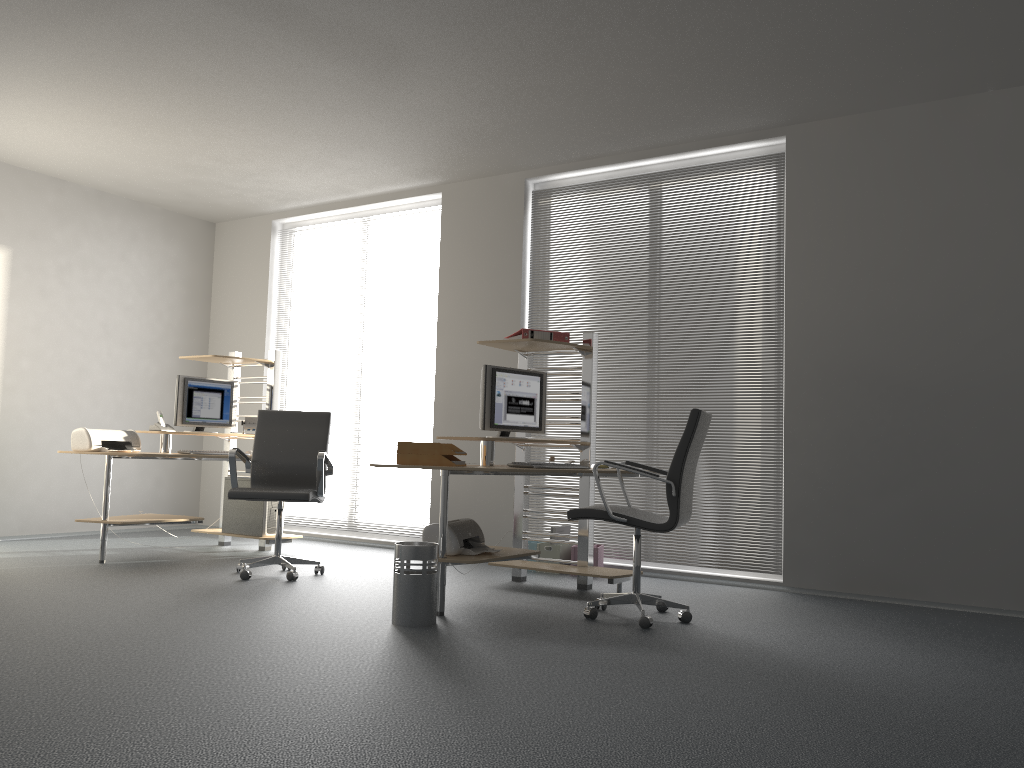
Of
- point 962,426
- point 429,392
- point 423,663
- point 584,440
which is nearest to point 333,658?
point 423,663

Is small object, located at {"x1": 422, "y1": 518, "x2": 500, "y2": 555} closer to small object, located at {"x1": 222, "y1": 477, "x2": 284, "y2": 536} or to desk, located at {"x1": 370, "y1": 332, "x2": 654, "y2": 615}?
desk, located at {"x1": 370, "y1": 332, "x2": 654, "y2": 615}

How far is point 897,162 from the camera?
5.4m

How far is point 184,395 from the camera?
6.6 meters

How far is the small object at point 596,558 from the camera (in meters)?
5.94

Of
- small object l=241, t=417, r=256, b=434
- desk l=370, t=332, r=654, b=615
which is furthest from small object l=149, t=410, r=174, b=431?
desk l=370, t=332, r=654, b=615

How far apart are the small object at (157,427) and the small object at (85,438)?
0.1m

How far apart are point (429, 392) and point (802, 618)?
3.6m

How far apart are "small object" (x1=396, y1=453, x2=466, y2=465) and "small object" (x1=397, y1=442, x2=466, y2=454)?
0.0m

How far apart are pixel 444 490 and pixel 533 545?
1.9m
